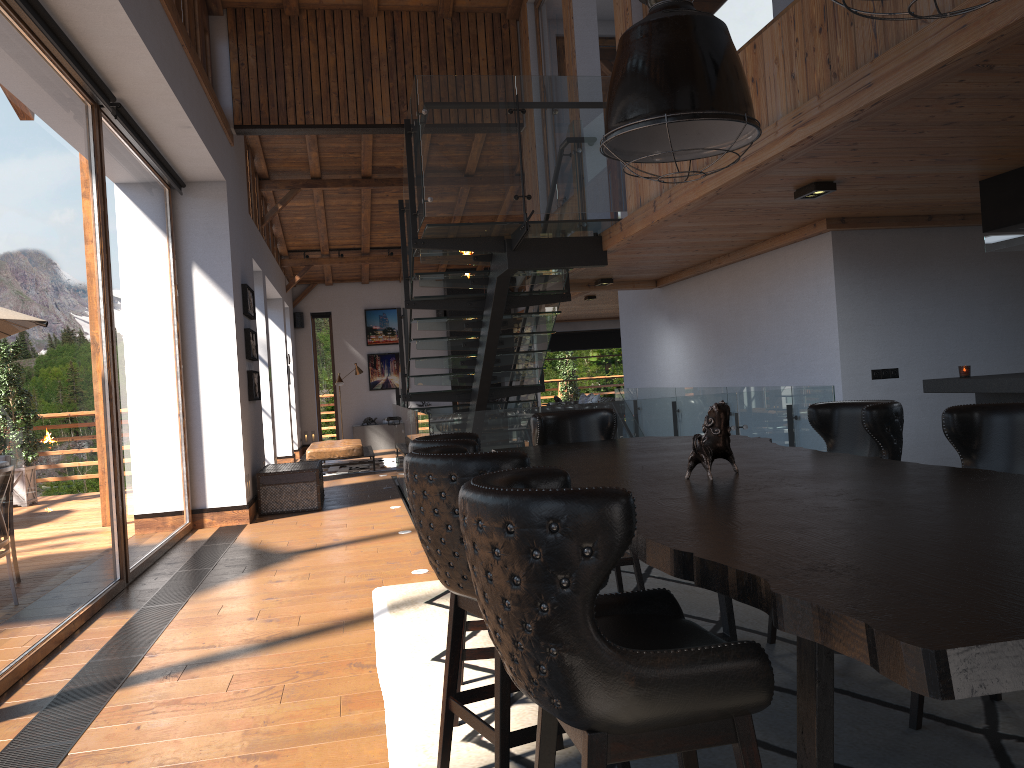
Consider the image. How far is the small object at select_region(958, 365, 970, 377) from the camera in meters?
6.1 m

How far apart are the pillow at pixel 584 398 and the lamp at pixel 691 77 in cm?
1432

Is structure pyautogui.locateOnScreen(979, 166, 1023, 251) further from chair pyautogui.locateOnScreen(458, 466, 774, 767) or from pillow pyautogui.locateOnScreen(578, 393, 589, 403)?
pillow pyautogui.locateOnScreen(578, 393, 589, 403)

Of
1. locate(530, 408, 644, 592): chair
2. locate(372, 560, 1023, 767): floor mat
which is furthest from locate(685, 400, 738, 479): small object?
locate(530, 408, 644, 592): chair

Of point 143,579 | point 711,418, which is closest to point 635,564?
point 711,418

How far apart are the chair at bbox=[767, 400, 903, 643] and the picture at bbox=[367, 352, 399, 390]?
16.3 meters

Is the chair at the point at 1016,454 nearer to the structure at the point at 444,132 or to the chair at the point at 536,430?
the chair at the point at 536,430

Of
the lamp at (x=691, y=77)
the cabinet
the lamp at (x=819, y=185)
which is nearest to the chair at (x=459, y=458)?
the lamp at (x=691, y=77)

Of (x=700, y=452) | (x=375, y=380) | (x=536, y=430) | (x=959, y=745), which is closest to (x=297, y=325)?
(x=375, y=380)

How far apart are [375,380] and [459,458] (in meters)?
17.54
